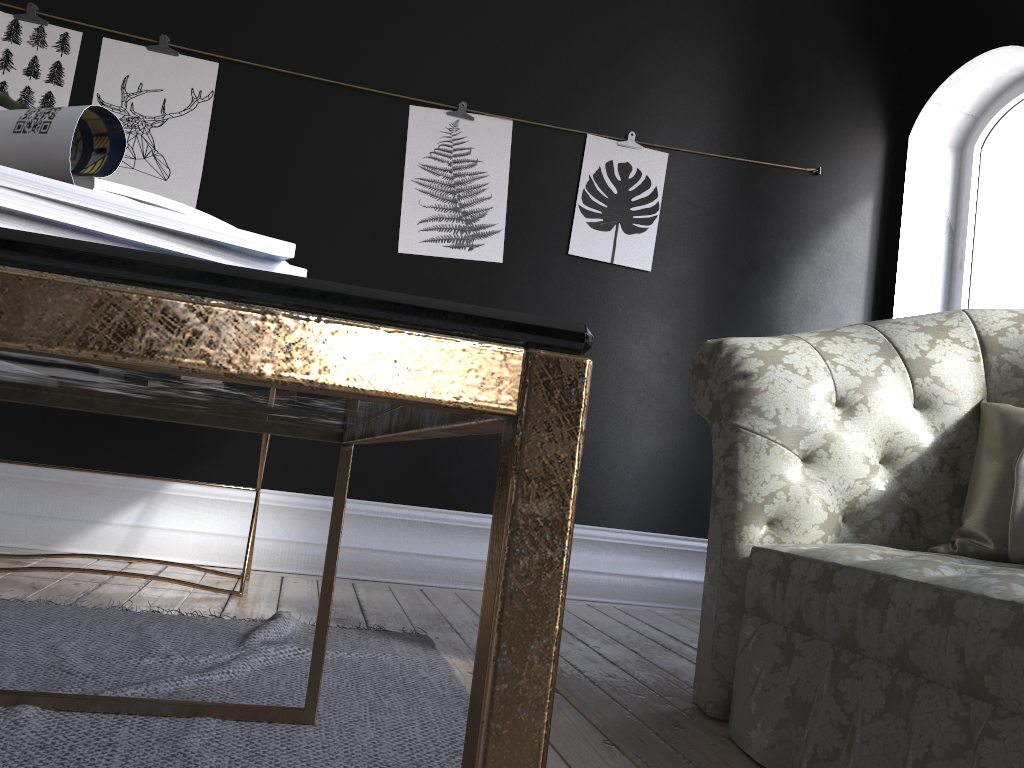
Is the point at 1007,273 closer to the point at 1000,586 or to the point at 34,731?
the point at 1000,586

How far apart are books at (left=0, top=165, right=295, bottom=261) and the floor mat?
1.07m

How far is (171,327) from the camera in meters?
0.3 m

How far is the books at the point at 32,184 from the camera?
0.50m

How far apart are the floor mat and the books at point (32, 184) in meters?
1.1 m

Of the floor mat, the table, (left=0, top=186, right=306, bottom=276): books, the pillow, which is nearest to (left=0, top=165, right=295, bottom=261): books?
(left=0, top=186, right=306, bottom=276): books

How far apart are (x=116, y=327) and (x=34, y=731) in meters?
1.4

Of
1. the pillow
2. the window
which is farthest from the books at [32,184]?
the window

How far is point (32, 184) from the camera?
0.5 meters

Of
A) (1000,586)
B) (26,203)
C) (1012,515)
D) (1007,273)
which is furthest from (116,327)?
(1007,273)
